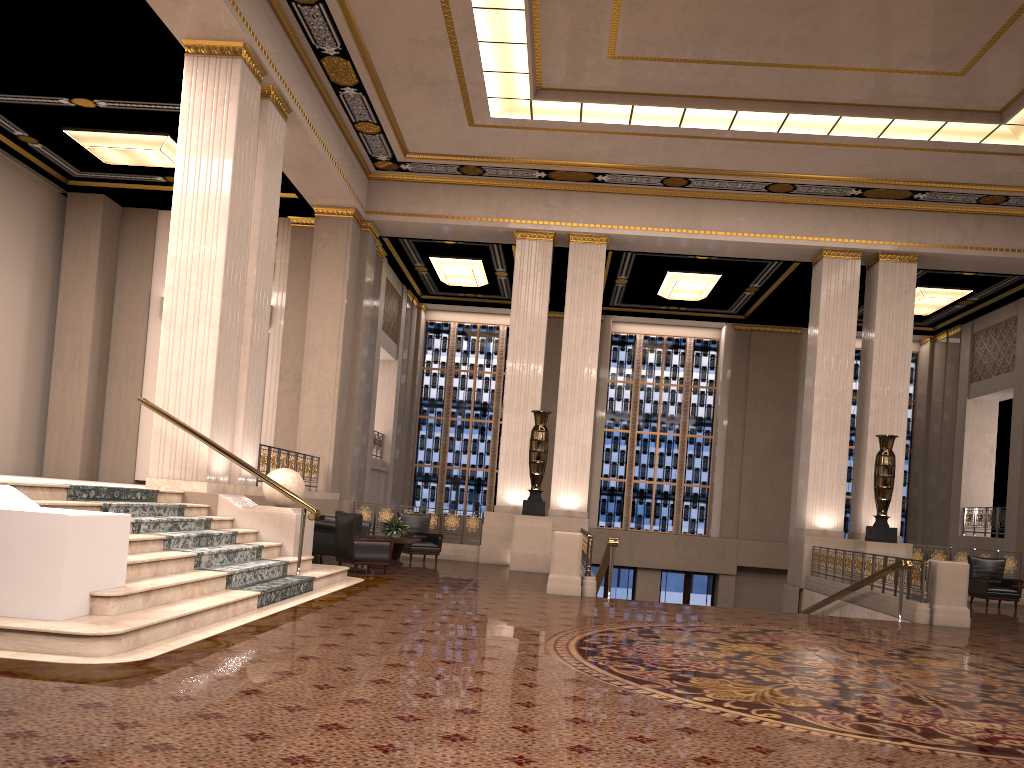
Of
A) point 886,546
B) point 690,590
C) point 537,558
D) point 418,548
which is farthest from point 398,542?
point 690,590

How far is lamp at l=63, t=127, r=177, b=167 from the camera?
14.3m

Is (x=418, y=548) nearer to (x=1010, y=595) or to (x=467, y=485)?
(x=467, y=485)

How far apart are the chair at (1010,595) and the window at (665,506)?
8.88m

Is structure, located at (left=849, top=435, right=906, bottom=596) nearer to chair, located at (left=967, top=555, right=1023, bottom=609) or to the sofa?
chair, located at (left=967, top=555, right=1023, bottom=609)

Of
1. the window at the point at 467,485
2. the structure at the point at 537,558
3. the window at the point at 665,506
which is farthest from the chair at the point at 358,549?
the window at the point at 665,506

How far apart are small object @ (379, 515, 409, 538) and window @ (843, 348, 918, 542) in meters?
14.5

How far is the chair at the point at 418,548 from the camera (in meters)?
15.04

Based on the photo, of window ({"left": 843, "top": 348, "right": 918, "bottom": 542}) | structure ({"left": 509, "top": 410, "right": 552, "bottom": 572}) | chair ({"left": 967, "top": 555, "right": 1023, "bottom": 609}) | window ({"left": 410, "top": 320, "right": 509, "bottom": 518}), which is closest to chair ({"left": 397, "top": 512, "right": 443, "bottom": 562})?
structure ({"left": 509, "top": 410, "right": 552, "bottom": 572})

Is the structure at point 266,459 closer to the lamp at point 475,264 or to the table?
the table
